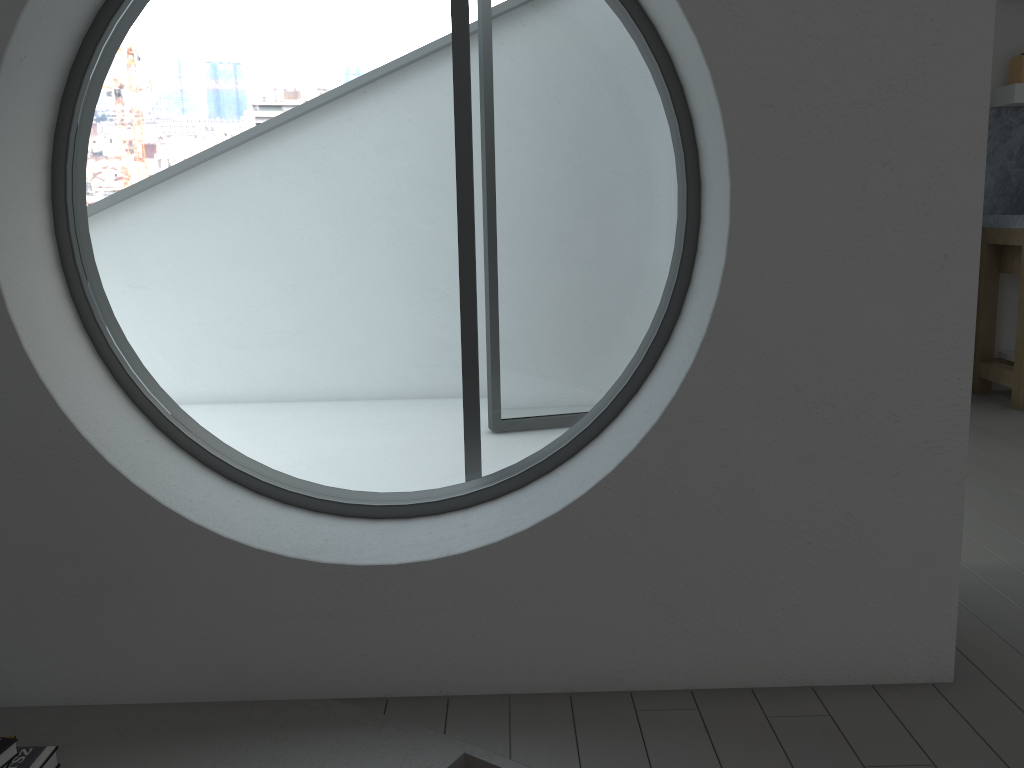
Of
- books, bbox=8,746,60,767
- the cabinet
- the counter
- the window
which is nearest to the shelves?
the counter

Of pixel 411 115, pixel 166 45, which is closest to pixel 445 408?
pixel 411 115

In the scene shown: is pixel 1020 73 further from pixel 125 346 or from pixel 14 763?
pixel 125 346

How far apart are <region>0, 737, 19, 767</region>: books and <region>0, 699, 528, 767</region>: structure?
0.12m

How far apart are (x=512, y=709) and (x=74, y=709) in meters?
0.9 m

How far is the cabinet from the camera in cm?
444

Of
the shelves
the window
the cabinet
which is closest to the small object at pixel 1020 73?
the shelves

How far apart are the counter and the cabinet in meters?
0.0

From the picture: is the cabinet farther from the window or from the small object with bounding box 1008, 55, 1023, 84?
Answer: the window

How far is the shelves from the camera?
4.4m
